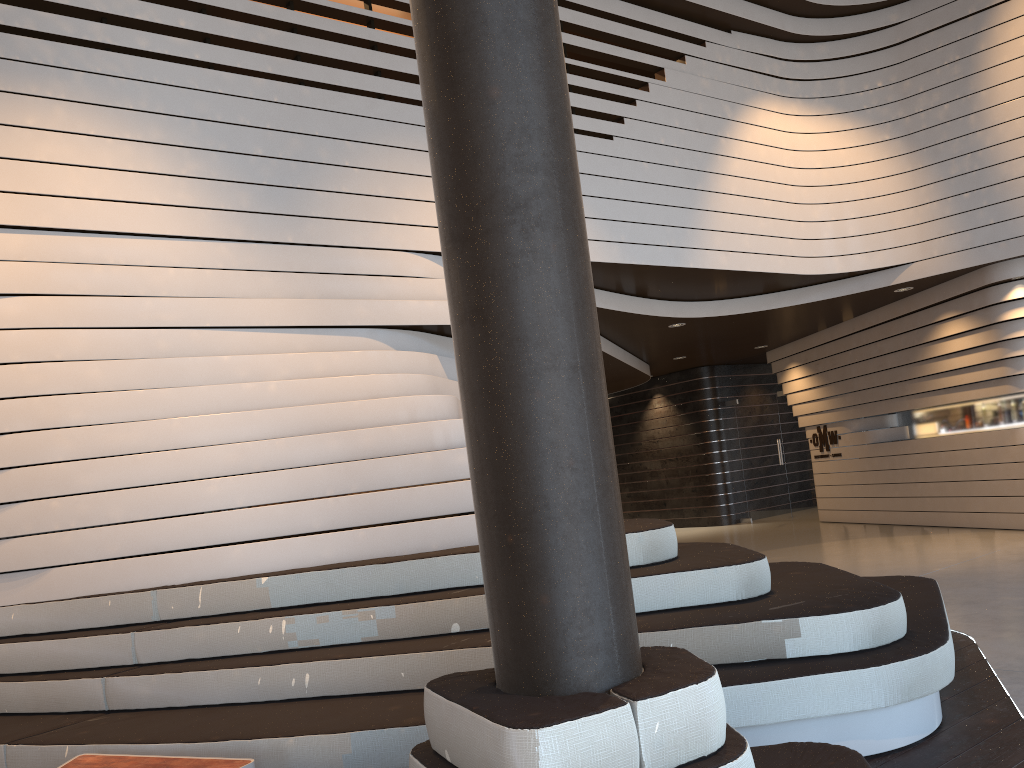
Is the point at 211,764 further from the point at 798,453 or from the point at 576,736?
the point at 798,453

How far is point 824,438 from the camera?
12.8 meters

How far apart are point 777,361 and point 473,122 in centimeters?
1237cm

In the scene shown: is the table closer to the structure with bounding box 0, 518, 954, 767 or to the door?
the structure with bounding box 0, 518, 954, 767

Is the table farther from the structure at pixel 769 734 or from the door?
A: the door

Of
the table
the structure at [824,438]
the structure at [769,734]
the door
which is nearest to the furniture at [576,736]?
the structure at [769,734]

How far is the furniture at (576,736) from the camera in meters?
1.8 m

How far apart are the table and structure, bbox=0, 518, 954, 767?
0.15m

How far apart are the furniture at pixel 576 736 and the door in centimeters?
1174cm

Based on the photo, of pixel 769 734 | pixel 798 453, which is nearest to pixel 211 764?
pixel 769 734
